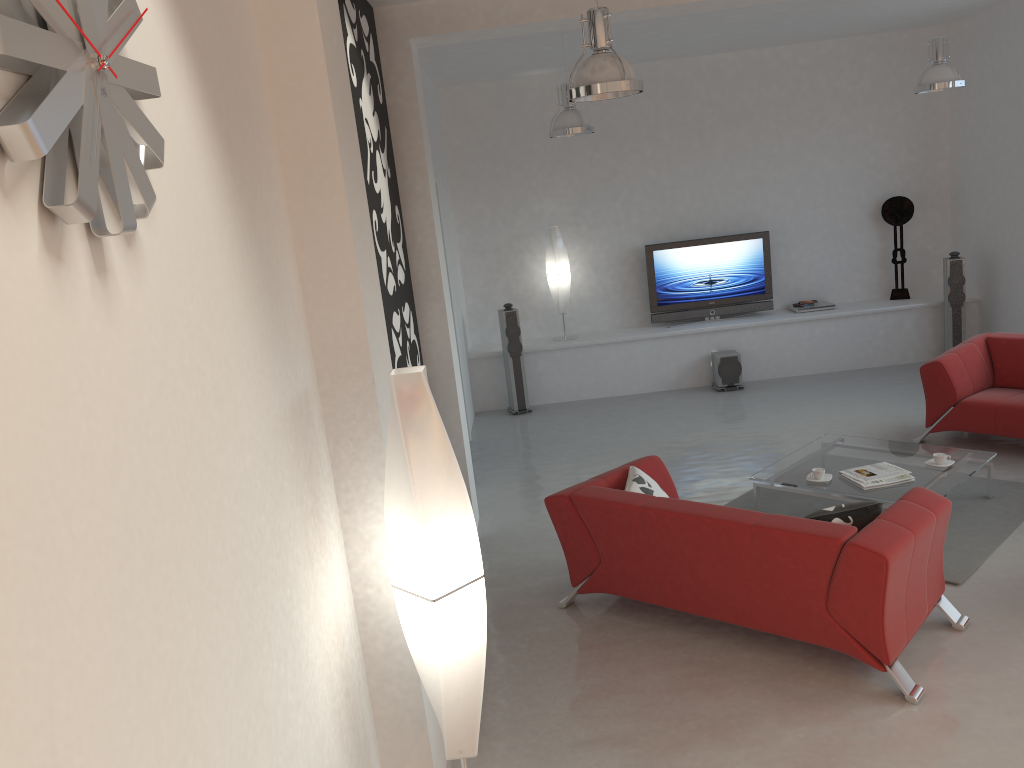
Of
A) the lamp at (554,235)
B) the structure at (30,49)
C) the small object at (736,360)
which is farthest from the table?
the structure at (30,49)

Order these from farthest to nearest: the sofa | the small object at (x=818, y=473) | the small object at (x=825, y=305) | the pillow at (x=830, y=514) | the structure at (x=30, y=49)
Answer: the small object at (x=825, y=305), the small object at (x=818, y=473), the pillow at (x=830, y=514), the sofa, the structure at (x=30, y=49)

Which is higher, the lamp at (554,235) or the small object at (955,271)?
the lamp at (554,235)

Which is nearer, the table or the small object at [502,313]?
the table

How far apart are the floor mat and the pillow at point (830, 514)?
1.0 meters

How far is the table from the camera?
5.4m

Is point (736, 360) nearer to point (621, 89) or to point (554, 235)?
point (554, 235)

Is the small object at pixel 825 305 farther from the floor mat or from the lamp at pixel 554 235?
the floor mat

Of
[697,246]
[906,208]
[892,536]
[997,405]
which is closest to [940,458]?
[997,405]

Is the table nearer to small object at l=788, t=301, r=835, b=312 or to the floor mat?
the floor mat
